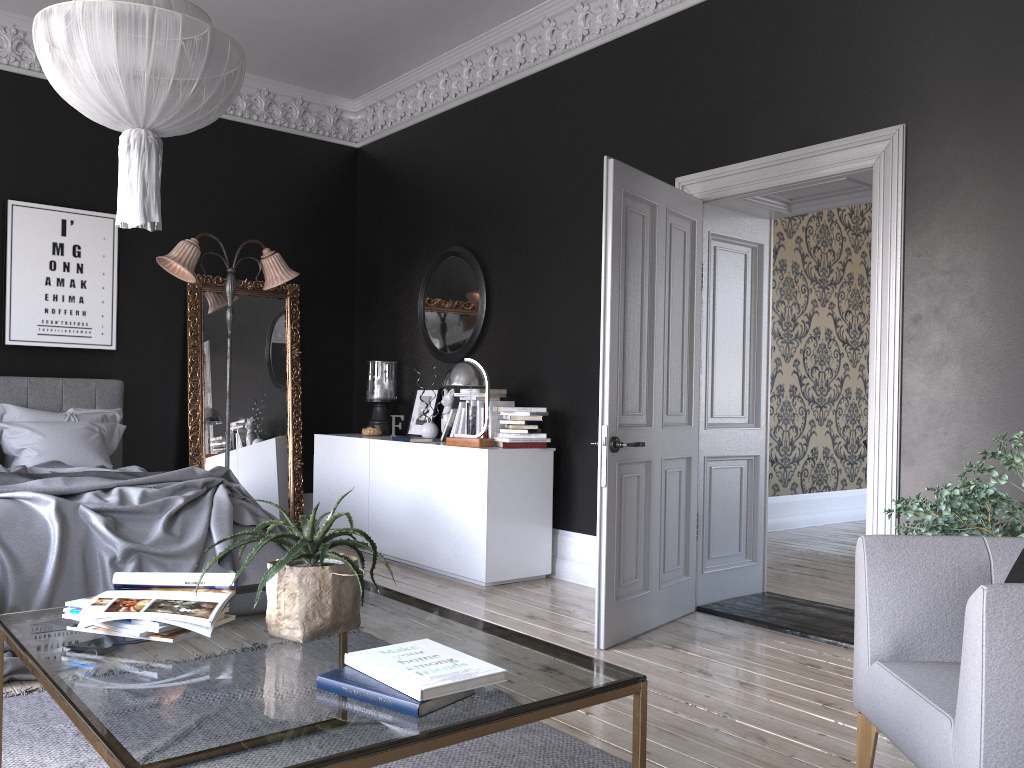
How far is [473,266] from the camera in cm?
675

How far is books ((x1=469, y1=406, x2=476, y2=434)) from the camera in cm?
619

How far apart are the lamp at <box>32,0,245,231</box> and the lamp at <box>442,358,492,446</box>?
2.50m

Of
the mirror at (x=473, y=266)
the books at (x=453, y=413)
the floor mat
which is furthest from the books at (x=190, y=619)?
the mirror at (x=473, y=266)

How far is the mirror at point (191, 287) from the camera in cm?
726

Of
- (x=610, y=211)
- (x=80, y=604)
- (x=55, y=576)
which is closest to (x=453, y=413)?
(x=610, y=211)

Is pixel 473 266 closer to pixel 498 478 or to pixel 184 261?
pixel 498 478

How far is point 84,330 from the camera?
6.8 meters

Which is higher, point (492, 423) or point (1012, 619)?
point (492, 423)

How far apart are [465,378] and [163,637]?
3.8 meters
